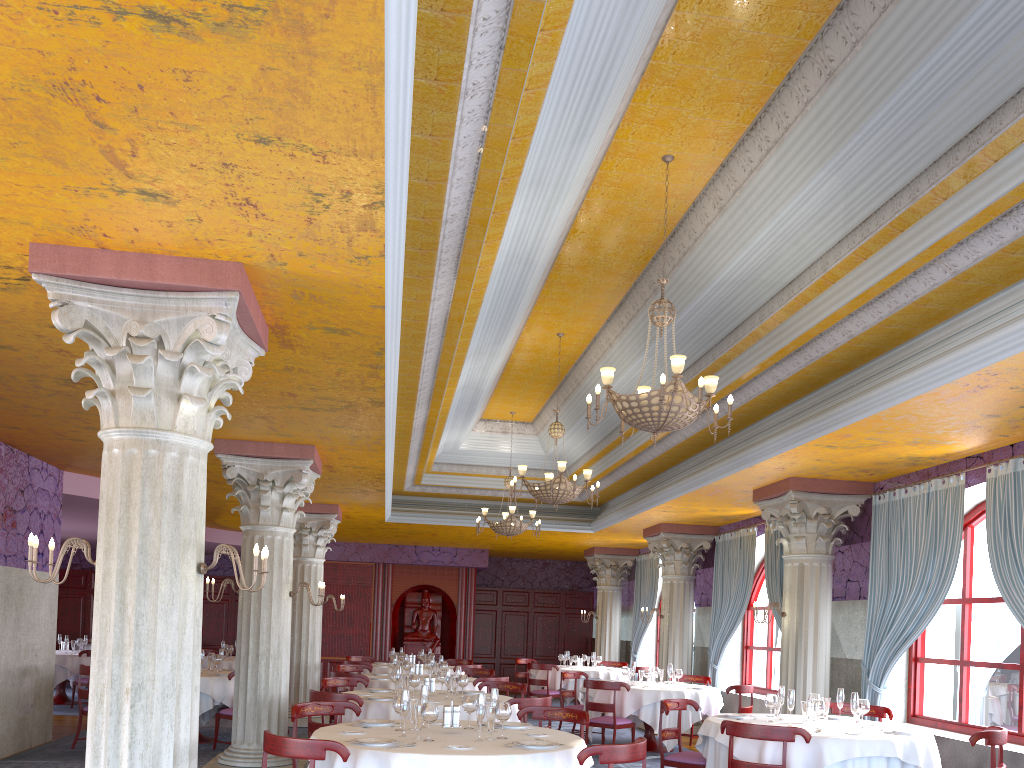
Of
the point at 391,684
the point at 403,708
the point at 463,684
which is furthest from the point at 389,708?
the point at 391,684

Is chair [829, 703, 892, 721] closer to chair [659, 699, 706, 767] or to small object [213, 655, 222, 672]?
chair [659, 699, 706, 767]

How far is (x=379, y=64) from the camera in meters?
3.2

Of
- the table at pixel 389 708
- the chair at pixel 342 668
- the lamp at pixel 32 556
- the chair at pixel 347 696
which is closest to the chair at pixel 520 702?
the table at pixel 389 708

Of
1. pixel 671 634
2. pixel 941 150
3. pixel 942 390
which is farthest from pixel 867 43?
pixel 671 634

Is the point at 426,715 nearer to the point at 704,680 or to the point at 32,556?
the point at 32,556

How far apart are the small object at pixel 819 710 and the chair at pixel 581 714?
2.0 meters

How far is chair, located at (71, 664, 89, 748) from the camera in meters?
10.3

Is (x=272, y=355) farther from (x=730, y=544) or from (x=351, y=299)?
(x=730, y=544)

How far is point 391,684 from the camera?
10.9m
